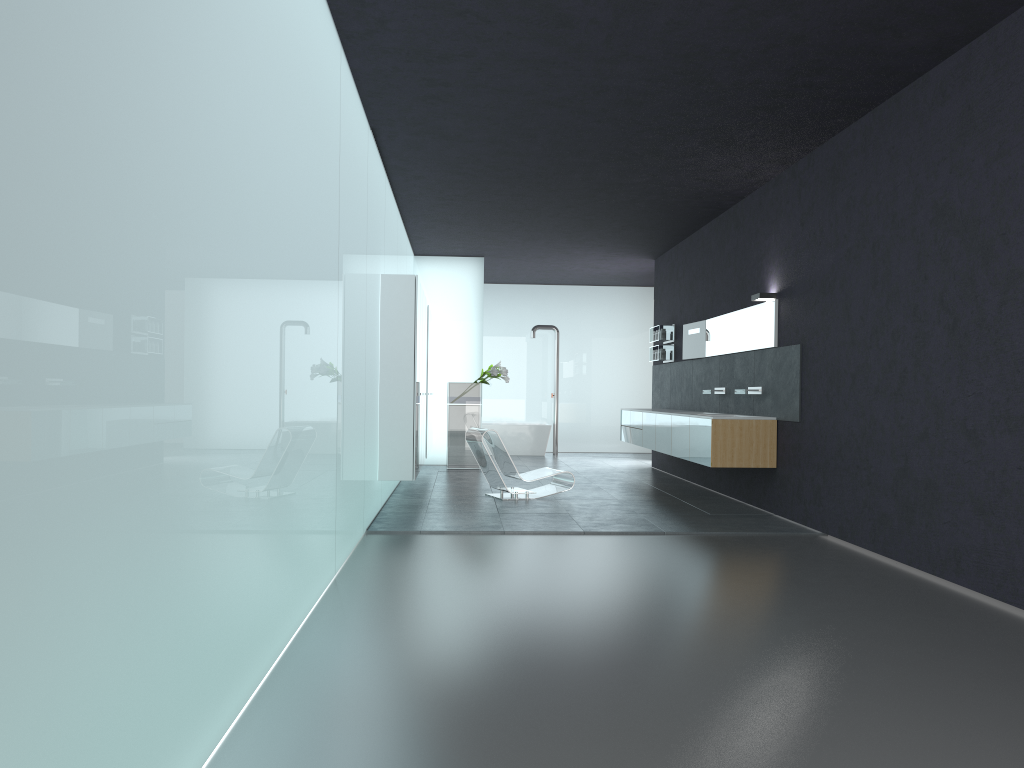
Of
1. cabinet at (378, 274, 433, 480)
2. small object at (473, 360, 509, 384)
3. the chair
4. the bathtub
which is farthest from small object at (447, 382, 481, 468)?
the chair

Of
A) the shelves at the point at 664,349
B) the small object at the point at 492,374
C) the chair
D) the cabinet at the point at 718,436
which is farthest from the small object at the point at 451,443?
the chair

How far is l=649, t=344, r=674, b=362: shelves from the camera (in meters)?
14.61

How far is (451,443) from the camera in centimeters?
1522cm

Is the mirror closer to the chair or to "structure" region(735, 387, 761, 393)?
"structure" region(735, 387, 761, 393)

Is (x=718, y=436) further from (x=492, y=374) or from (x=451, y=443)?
(x=451, y=443)

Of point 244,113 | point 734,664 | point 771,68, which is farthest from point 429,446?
point 244,113

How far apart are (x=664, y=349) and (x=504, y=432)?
5.2 meters

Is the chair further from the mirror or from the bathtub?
the bathtub

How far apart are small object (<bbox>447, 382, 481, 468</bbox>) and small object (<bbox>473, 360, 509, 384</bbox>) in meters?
0.3 m
